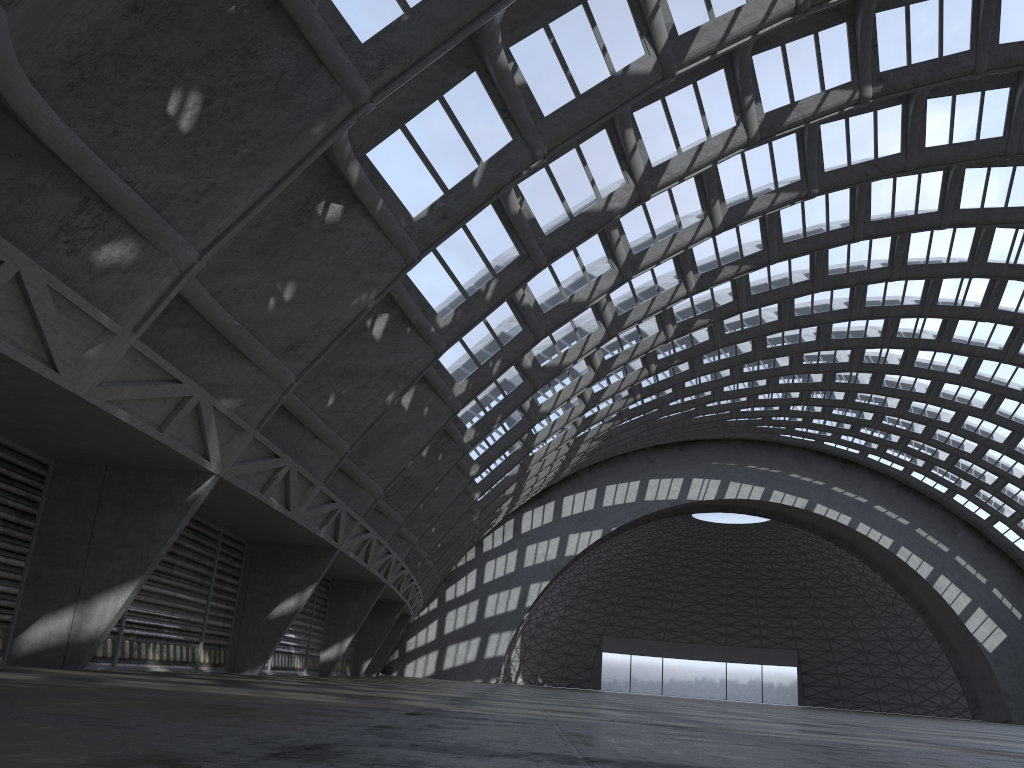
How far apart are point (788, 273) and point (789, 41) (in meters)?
13.15

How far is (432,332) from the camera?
18.29m
